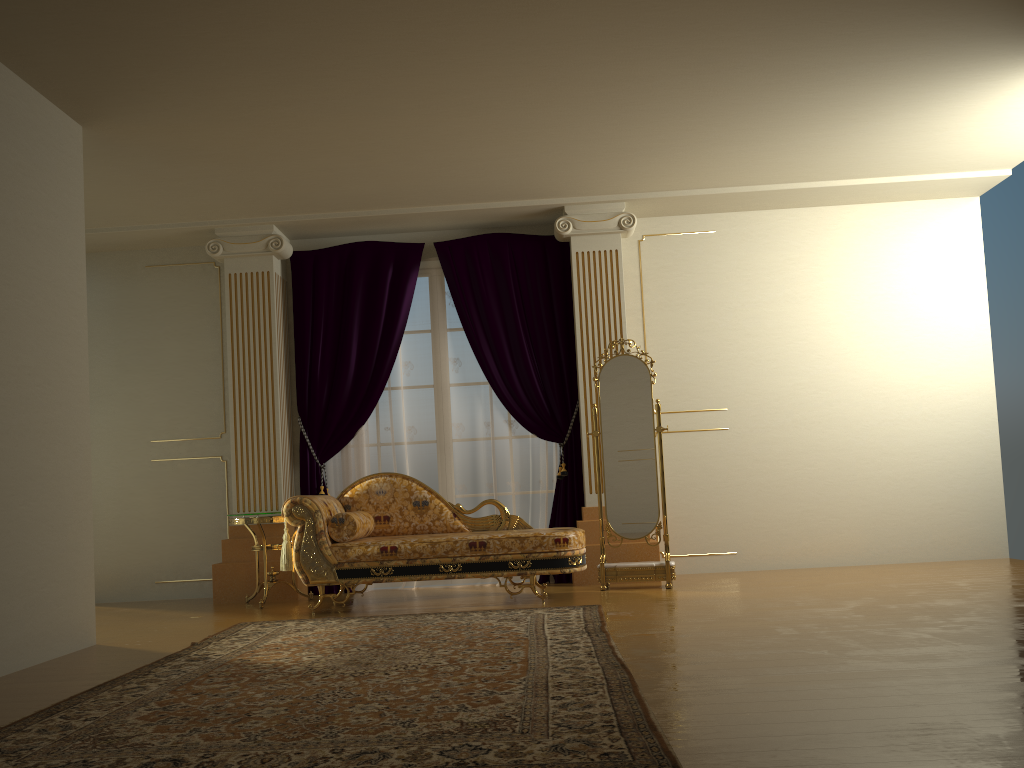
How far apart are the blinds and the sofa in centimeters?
60cm

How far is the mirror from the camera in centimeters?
583cm

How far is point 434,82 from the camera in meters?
4.6 m

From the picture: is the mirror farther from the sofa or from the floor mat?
the floor mat

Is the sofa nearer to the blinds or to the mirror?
the mirror

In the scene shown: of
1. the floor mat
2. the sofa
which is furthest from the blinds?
the floor mat

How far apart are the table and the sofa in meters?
0.4

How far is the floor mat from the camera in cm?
231

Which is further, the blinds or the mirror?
the blinds

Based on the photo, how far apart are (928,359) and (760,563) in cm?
201
